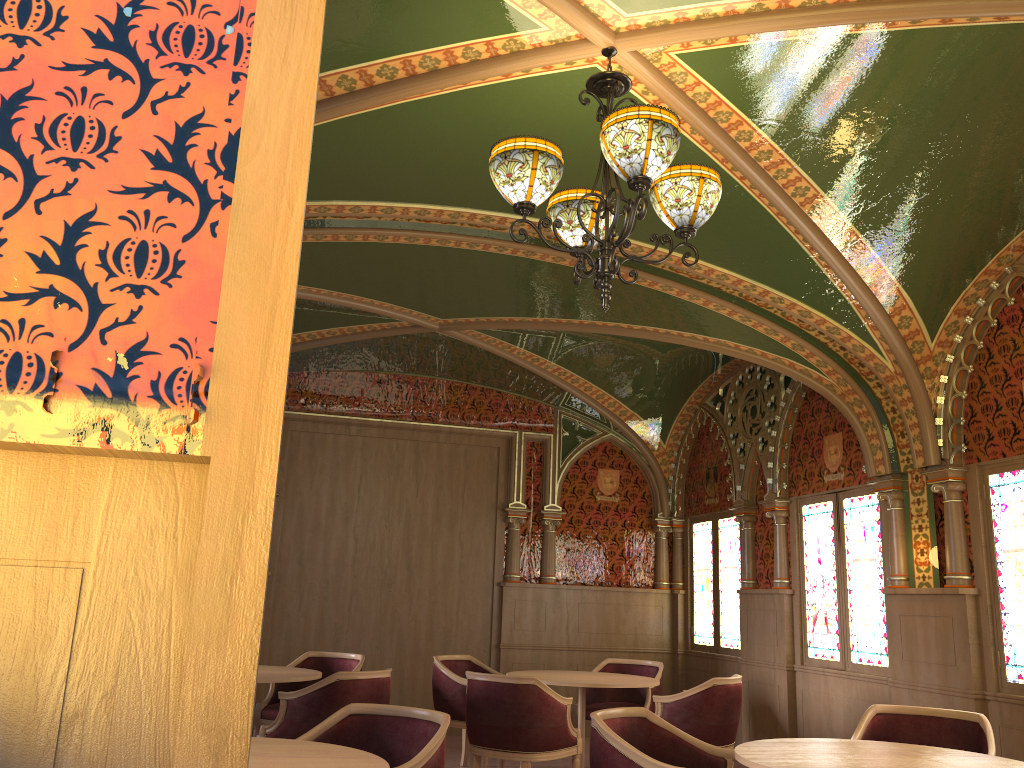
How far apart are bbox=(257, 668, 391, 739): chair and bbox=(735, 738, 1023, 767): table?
2.6 meters

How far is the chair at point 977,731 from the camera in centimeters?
431cm

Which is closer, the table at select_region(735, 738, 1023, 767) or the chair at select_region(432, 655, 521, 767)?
the table at select_region(735, 738, 1023, 767)

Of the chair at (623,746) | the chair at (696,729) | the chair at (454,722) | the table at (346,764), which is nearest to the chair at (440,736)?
the table at (346,764)

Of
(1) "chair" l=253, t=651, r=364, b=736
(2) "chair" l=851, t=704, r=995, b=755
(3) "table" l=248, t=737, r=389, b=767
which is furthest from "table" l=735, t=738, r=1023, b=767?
(1) "chair" l=253, t=651, r=364, b=736

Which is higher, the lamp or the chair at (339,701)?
the lamp

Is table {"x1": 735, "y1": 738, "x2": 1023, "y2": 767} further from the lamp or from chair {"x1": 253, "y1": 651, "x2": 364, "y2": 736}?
chair {"x1": 253, "y1": 651, "x2": 364, "y2": 736}

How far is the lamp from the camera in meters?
3.1 m

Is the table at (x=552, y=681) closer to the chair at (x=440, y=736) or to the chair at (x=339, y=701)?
the chair at (x=339, y=701)

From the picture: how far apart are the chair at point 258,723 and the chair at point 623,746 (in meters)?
3.26
